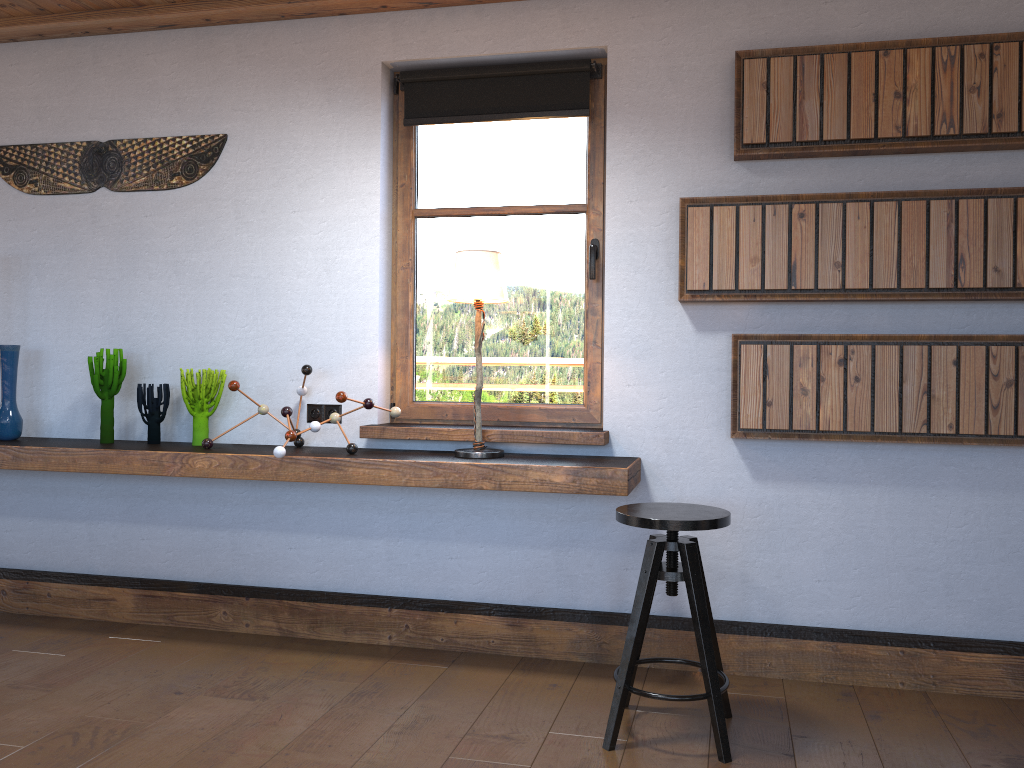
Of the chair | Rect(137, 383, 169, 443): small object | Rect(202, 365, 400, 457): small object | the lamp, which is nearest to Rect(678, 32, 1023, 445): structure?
the chair

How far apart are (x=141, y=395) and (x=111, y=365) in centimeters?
18cm

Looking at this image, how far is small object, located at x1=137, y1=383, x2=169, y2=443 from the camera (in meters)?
3.79

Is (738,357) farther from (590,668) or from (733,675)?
(590,668)

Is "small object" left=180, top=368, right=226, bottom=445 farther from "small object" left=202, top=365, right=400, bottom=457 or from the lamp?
the lamp

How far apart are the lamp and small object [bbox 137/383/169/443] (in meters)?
1.36

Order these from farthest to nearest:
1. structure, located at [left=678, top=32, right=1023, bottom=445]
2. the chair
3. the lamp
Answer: the lamp
structure, located at [left=678, top=32, right=1023, bottom=445]
the chair

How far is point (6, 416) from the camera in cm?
391

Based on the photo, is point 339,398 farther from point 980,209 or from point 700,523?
point 980,209

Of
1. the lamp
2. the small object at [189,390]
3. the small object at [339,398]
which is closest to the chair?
the lamp
